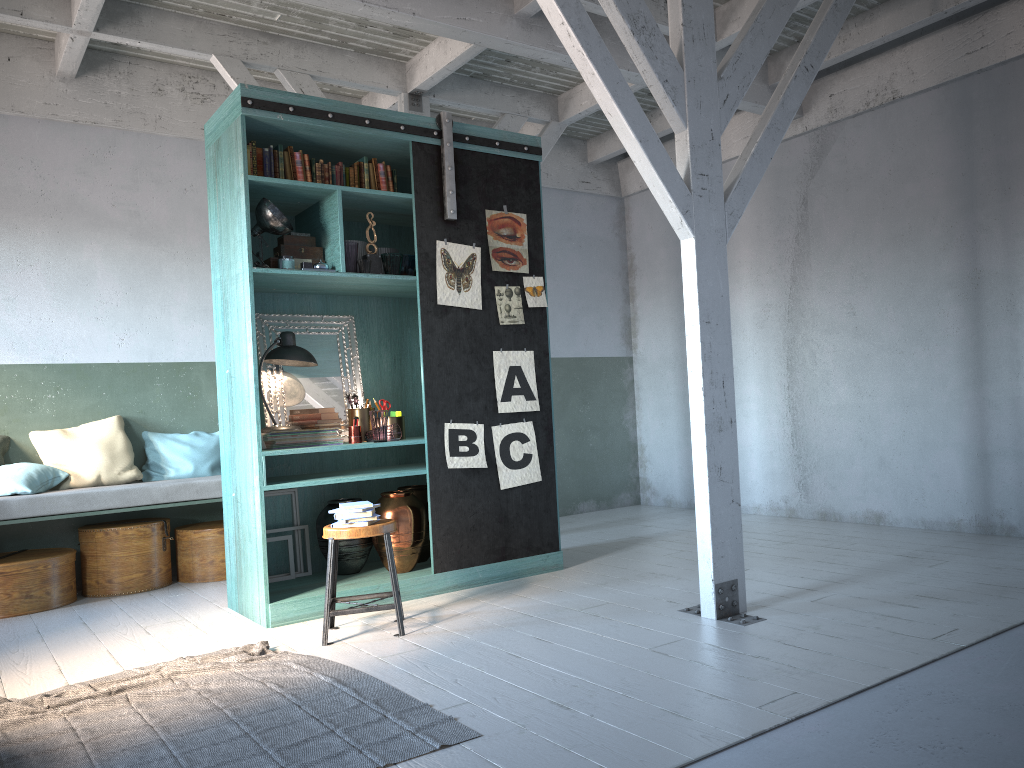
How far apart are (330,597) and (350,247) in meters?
2.4

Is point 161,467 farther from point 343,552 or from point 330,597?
point 330,597

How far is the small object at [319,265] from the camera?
6.0m

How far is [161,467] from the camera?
7.8 meters

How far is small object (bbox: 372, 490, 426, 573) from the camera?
6.26m

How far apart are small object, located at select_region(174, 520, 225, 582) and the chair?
2.4m

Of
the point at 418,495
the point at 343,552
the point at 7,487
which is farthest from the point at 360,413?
the point at 7,487

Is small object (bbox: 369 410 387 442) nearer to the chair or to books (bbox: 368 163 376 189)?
the chair

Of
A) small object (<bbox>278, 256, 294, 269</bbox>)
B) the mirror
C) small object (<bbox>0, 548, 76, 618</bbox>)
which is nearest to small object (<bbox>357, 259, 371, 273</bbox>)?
small object (<bbox>278, 256, 294, 269</bbox>)

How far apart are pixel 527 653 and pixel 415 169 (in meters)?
3.54
